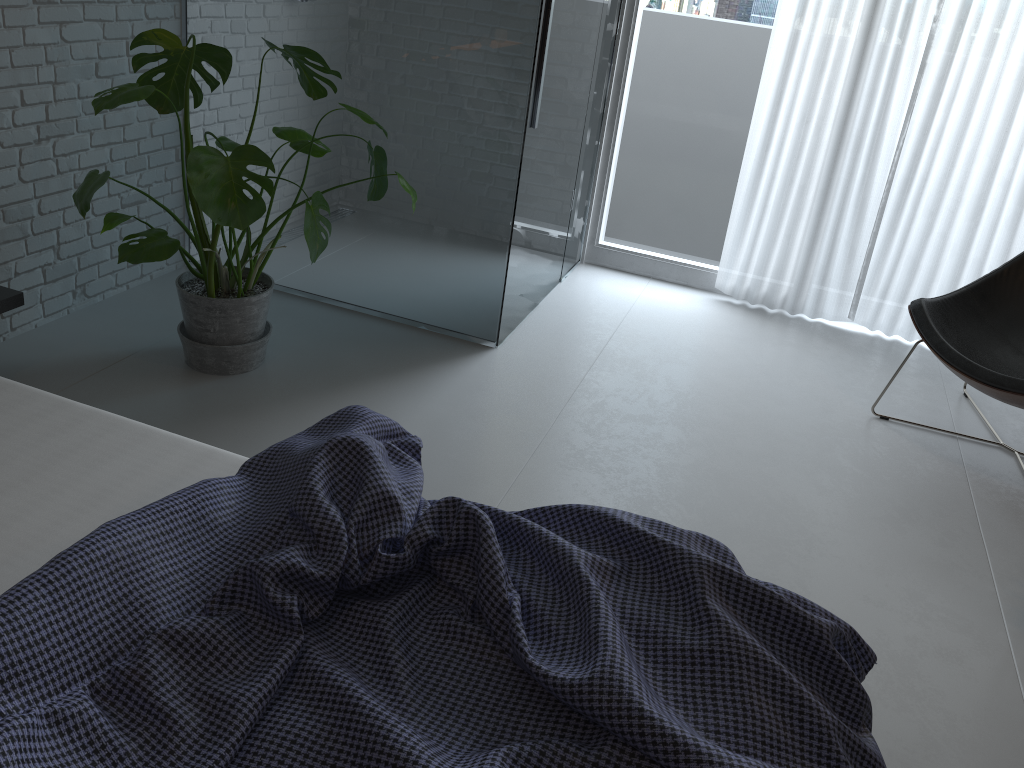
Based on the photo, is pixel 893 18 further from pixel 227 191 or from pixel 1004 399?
pixel 227 191

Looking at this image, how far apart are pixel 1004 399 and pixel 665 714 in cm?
221

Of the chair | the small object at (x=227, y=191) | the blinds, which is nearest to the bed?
the small object at (x=227, y=191)

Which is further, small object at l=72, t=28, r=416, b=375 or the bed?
small object at l=72, t=28, r=416, b=375

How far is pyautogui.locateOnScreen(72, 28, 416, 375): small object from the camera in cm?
225

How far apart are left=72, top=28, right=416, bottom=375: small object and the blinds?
1.77m

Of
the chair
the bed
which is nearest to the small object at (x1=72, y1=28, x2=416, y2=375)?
the bed

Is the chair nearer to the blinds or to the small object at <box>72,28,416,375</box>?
the blinds

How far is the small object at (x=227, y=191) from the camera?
2.25m

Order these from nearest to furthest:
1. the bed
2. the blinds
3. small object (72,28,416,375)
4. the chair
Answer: the bed
small object (72,28,416,375)
the chair
the blinds
